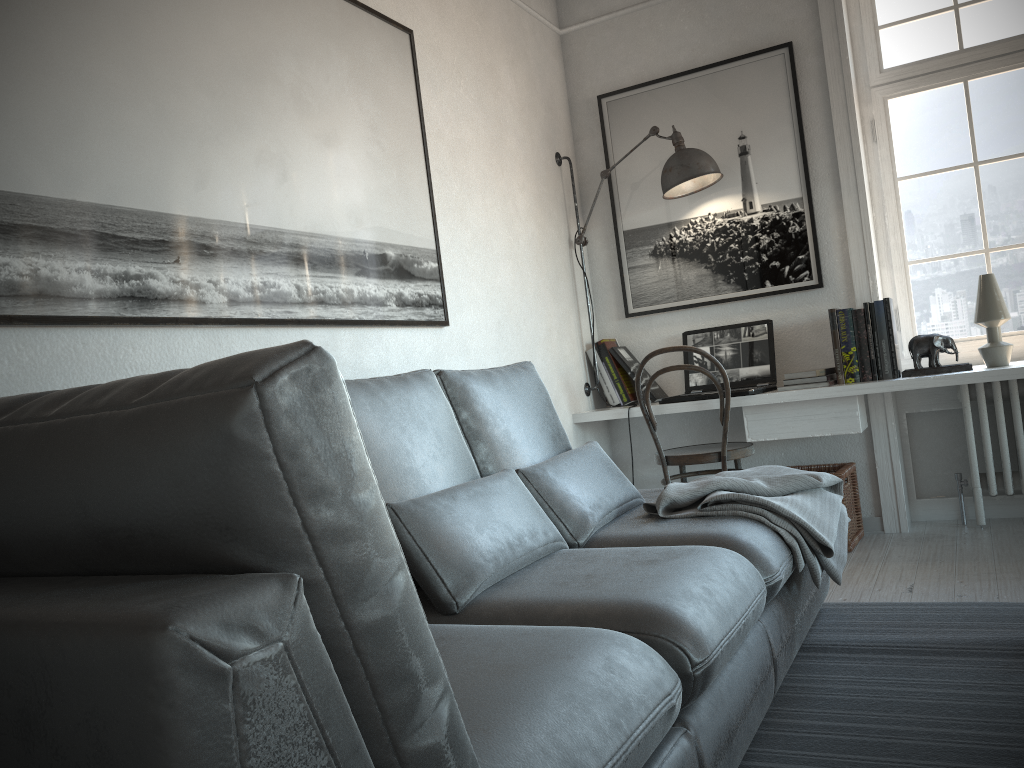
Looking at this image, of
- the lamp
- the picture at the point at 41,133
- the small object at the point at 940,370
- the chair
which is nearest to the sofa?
the picture at the point at 41,133

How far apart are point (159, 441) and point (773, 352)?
3.5m

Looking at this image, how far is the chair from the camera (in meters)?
3.66

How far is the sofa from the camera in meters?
0.6

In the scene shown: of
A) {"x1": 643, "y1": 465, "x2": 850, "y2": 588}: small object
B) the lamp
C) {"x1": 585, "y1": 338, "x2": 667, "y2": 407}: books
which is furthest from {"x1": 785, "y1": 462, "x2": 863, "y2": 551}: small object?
the lamp

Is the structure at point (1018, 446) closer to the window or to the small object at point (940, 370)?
the window

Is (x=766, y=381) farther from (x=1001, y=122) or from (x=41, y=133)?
(x=41, y=133)

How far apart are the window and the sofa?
1.6 meters

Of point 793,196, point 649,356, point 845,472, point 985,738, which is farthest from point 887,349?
point 985,738

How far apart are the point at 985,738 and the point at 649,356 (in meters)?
2.08
